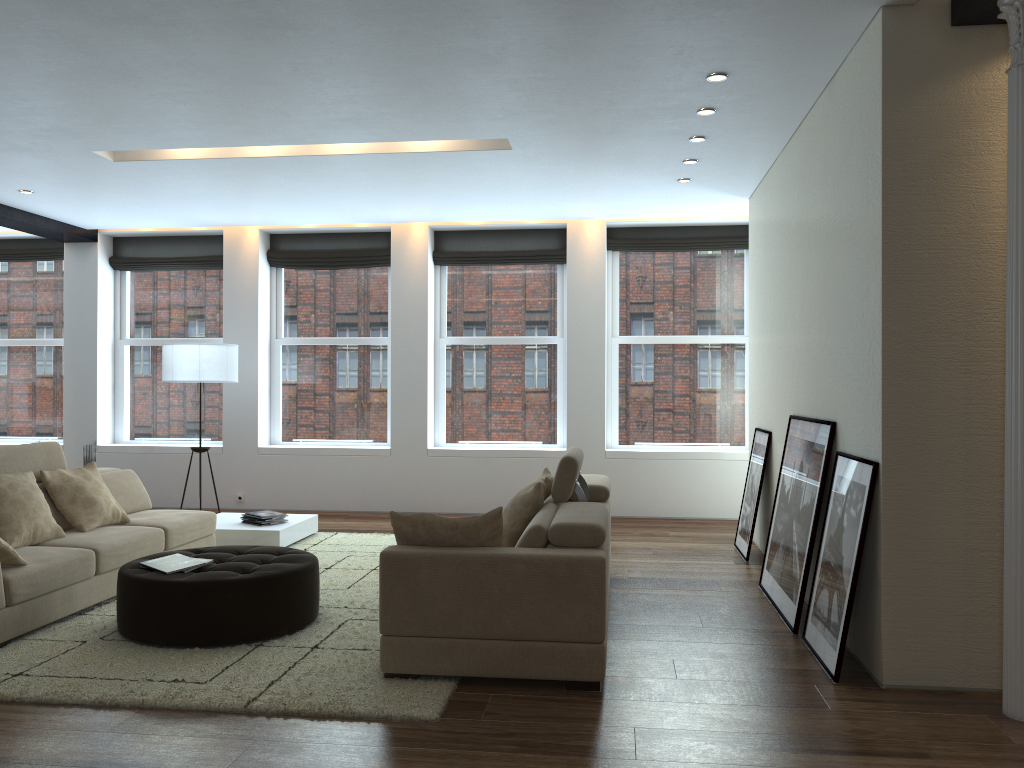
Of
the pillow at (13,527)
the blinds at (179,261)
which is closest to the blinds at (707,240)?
the blinds at (179,261)

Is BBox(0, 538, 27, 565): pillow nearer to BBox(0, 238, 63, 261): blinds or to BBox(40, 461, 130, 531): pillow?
BBox(40, 461, 130, 531): pillow

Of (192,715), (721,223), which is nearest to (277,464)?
(721,223)

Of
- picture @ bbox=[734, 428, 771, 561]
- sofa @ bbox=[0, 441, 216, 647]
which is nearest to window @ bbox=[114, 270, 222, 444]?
sofa @ bbox=[0, 441, 216, 647]

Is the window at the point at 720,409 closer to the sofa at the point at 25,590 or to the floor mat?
the floor mat

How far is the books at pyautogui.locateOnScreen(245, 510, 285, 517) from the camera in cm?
732

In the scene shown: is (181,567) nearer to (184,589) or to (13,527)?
(184,589)

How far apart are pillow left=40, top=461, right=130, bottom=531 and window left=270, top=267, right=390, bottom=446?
3.63m

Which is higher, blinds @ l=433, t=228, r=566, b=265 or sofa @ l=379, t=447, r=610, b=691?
blinds @ l=433, t=228, r=566, b=265

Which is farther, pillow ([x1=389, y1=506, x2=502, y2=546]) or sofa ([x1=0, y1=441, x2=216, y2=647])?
sofa ([x1=0, y1=441, x2=216, y2=647])
